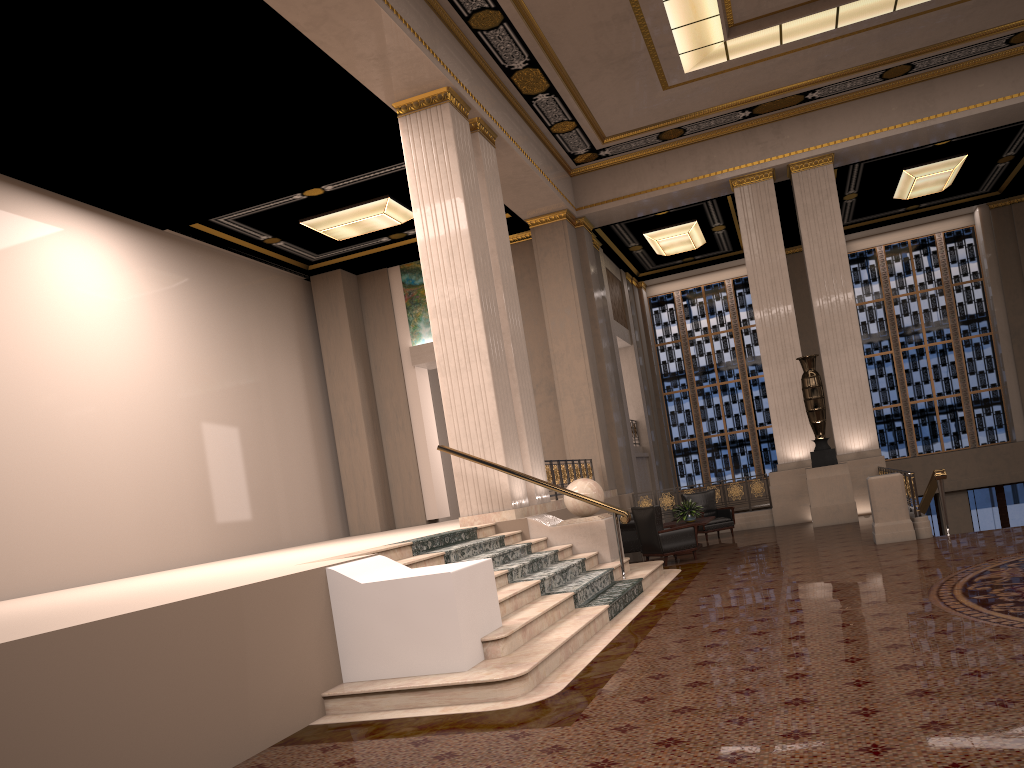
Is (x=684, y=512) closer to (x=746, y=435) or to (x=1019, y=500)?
(x=746, y=435)

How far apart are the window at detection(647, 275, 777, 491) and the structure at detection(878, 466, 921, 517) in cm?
849

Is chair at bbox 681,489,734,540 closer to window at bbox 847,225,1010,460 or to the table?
the table

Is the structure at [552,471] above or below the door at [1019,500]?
above

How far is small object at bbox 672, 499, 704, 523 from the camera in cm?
1329

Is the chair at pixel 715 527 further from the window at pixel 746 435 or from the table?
the window at pixel 746 435

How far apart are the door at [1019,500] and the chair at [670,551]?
12.33m

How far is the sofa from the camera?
12.9m

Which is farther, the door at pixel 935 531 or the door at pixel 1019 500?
the door at pixel 935 531

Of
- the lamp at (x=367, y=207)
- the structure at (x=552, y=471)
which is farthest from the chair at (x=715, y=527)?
the lamp at (x=367, y=207)
